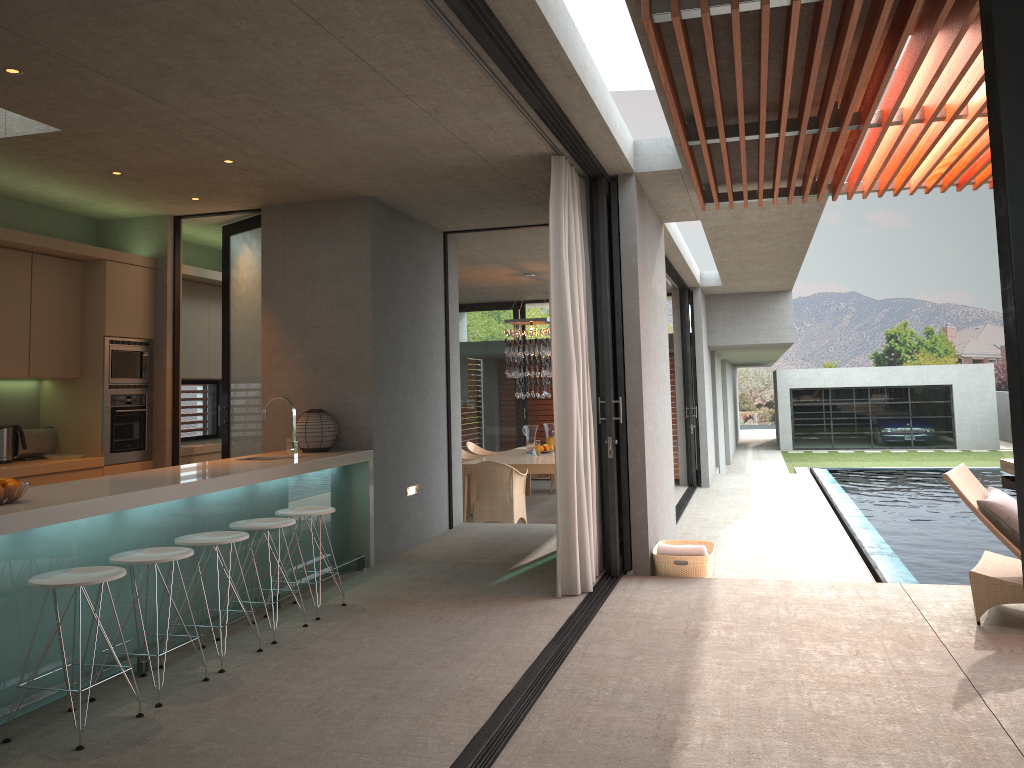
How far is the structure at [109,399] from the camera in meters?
7.1 m

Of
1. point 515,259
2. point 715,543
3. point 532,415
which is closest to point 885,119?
point 715,543

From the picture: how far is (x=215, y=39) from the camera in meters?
3.9

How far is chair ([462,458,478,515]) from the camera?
11.8 meters

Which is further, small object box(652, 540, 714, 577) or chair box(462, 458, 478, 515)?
chair box(462, 458, 478, 515)

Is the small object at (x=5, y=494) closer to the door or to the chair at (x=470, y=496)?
the door

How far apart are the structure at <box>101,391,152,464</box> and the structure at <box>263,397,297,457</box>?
1.8 meters

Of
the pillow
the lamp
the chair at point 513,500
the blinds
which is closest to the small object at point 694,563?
the blinds

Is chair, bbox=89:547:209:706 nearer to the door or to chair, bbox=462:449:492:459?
the door

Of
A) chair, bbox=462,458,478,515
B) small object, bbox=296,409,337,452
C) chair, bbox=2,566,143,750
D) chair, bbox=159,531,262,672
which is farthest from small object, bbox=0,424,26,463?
chair, bbox=462,458,478,515
